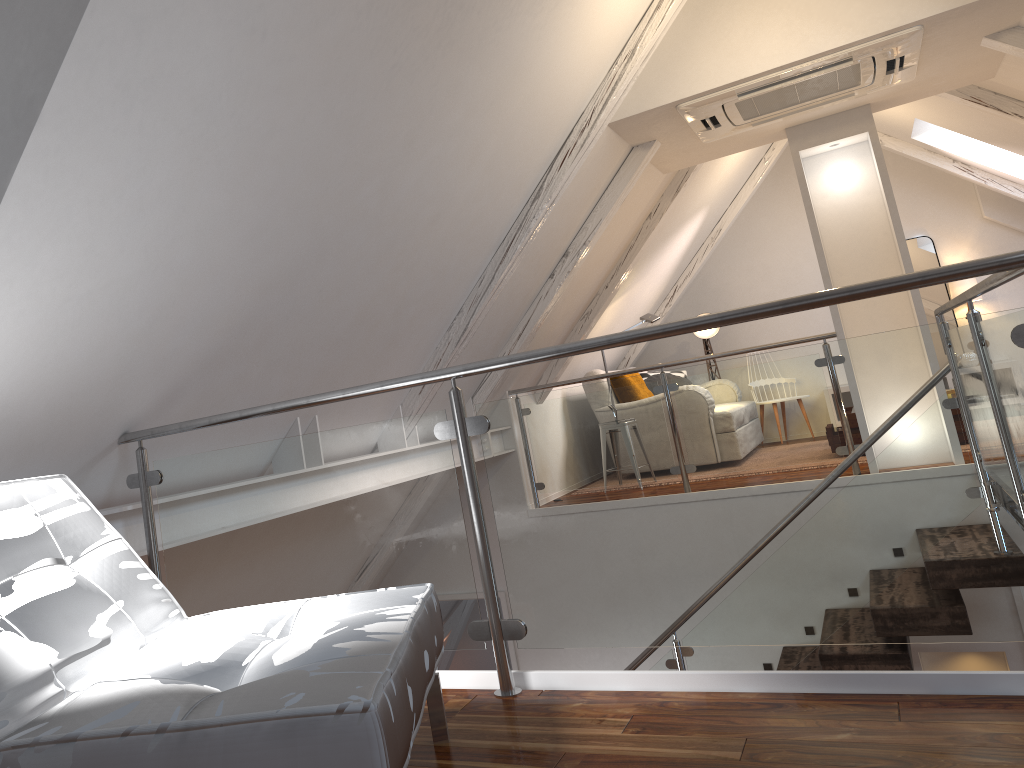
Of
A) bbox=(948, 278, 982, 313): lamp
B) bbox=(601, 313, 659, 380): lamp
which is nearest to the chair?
bbox=(601, 313, 659, 380): lamp

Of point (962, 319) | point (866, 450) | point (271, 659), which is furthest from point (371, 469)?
point (962, 319)

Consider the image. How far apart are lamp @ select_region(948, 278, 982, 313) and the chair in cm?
655

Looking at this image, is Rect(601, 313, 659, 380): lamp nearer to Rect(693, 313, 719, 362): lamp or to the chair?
Rect(693, 313, 719, 362): lamp

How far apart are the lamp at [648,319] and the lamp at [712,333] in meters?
1.6

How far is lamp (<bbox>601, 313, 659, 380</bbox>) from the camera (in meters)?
6.16

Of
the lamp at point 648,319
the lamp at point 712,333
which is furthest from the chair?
the lamp at point 712,333

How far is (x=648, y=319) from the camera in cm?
616

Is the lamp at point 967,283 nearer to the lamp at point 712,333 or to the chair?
the lamp at point 712,333

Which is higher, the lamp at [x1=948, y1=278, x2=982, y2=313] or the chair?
the lamp at [x1=948, y1=278, x2=982, y2=313]
